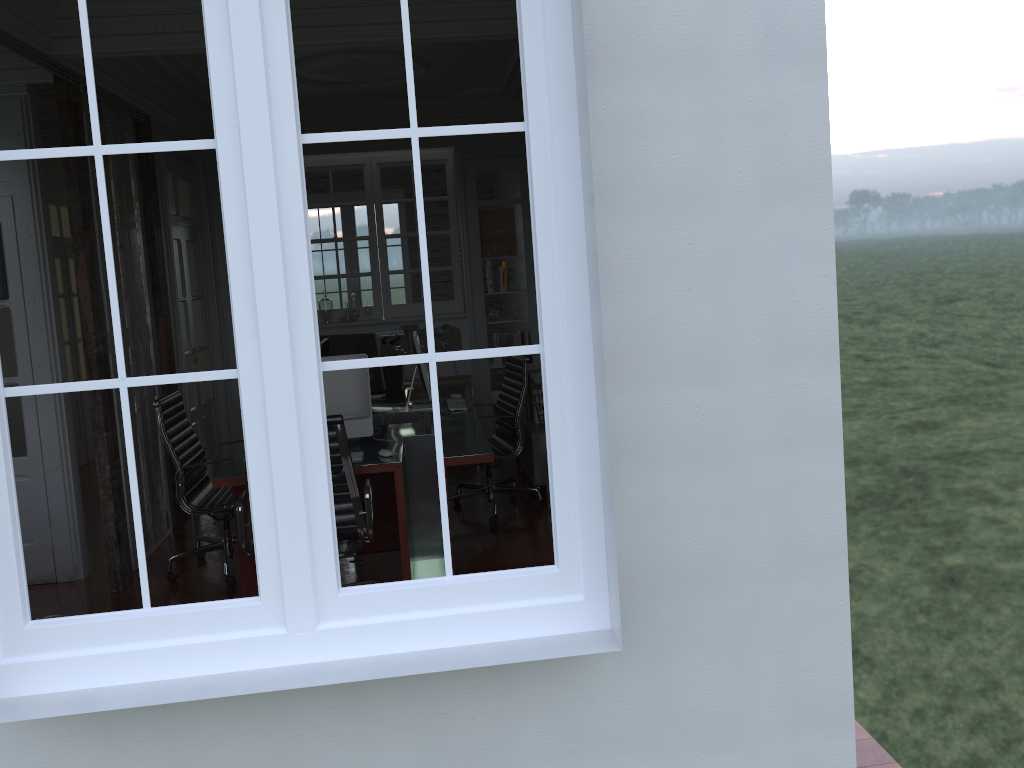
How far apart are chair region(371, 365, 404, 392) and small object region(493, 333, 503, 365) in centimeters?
120cm

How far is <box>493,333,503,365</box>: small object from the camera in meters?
7.9

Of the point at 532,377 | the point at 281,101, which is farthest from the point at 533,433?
the point at 281,101

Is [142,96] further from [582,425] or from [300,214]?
[582,425]

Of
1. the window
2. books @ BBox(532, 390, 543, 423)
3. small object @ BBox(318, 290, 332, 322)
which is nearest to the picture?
small object @ BBox(318, 290, 332, 322)

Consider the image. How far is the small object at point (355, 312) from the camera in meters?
7.8

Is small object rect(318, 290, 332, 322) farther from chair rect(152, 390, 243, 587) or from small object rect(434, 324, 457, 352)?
chair rect(152, 390, 243, 587)

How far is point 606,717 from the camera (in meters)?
2.45

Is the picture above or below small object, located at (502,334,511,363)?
above

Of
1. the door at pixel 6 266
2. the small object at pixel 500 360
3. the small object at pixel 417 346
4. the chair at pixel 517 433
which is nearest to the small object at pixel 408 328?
the small object at pixel 500 360
